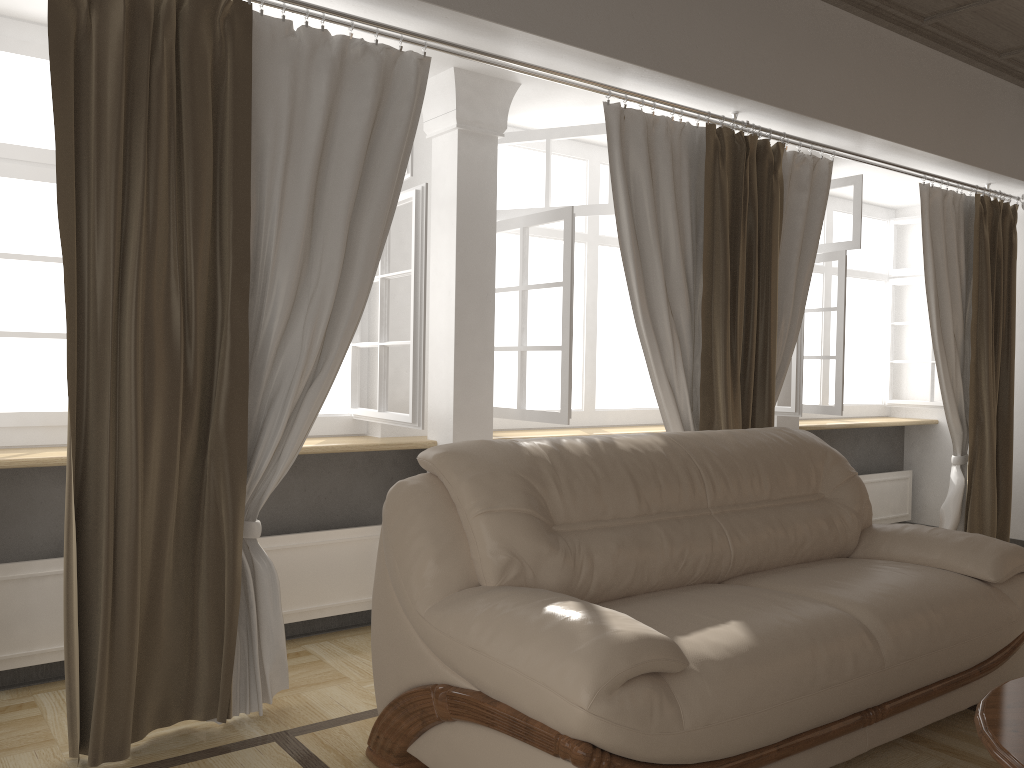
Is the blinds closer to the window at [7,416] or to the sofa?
the window at [7,416]

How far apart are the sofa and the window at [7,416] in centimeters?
68cm

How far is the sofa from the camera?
1.9 meters

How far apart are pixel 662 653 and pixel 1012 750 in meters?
0.7

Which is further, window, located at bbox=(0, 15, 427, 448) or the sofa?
window, located at bbox=(0, 15, 427, 448)

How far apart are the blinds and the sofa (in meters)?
0.43

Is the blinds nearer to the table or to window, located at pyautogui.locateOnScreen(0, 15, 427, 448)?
window, located at pyautogui.locateOnScreen(0, 15, 427, 448)

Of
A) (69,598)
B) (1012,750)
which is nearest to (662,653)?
(1012,750)

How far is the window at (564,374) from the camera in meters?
3.7

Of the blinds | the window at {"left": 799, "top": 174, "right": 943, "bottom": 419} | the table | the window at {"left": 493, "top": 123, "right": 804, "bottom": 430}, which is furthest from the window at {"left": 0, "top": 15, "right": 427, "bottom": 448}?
the window at {"left": 799, "top": 174, "right": 943, "bottom": 419}
